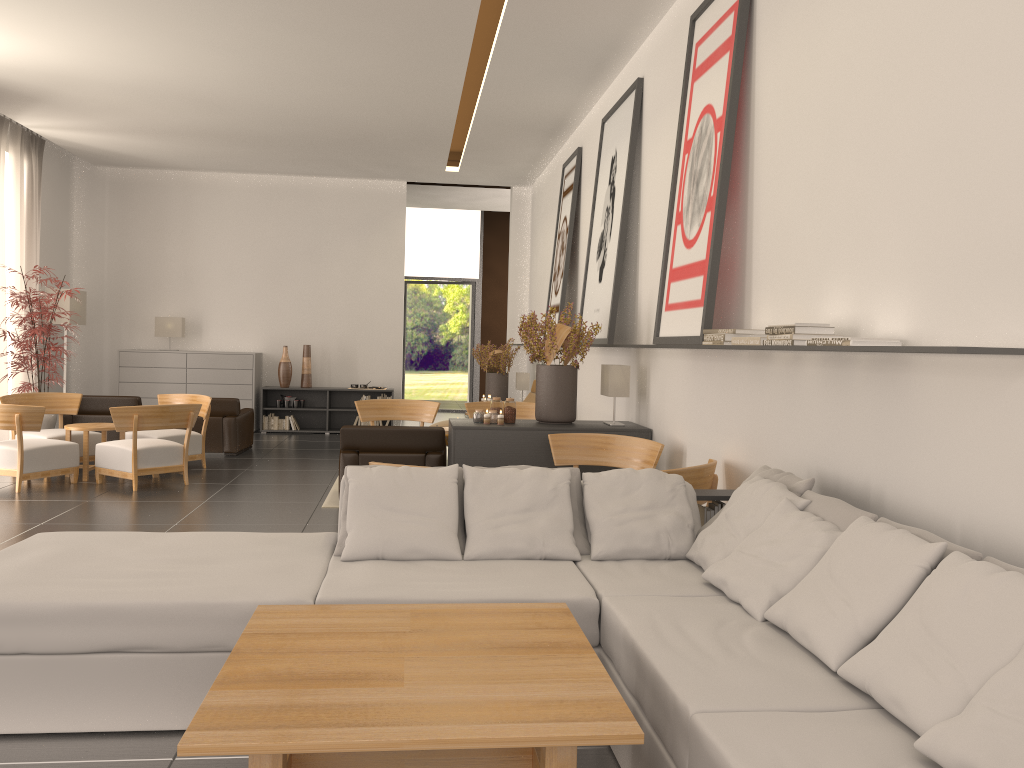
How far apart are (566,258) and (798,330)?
10.0m

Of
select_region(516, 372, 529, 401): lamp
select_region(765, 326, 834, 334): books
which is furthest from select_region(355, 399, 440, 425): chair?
select_region(765, 326, 834, 334): books

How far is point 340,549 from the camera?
6.0m

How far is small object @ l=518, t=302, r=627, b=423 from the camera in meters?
10.9 m

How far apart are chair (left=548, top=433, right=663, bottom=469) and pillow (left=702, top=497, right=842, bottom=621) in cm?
399

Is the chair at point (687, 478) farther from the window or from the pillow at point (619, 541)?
the window

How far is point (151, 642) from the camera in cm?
489

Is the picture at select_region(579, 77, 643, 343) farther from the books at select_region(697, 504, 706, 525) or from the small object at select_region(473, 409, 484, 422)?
the books at select_region(697, 504, 706, 525)

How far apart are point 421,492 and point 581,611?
1.6 meters

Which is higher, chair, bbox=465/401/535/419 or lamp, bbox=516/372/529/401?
lamp, bbox=516/372/529/401
